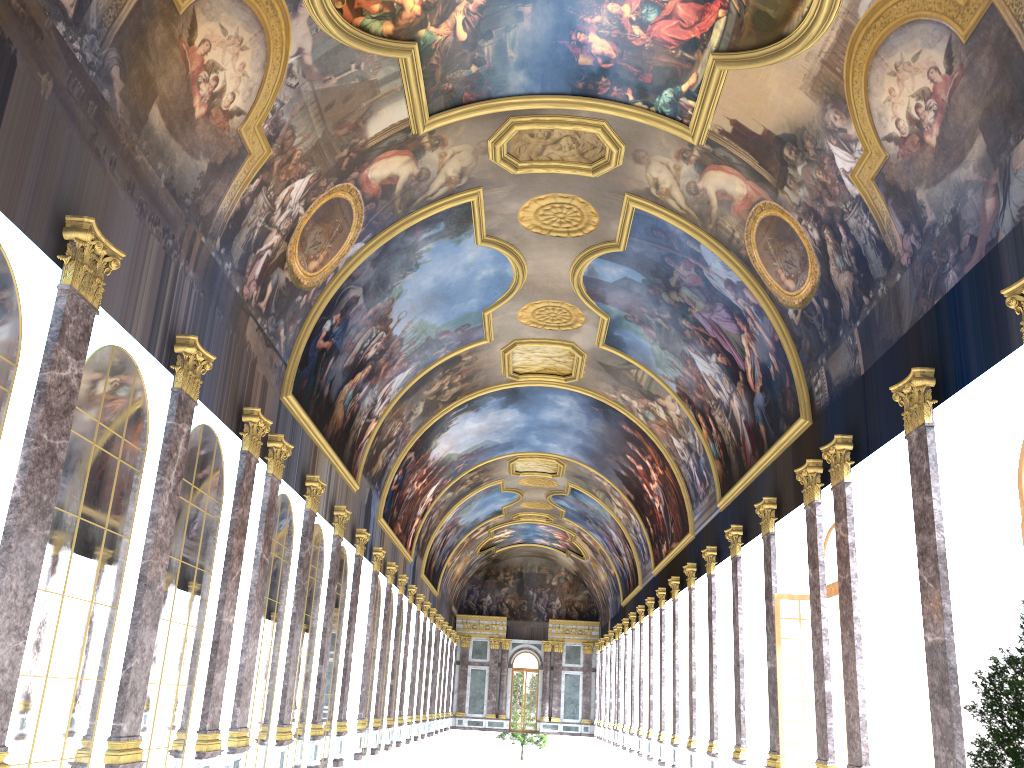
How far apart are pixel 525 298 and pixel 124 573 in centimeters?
1689cm
